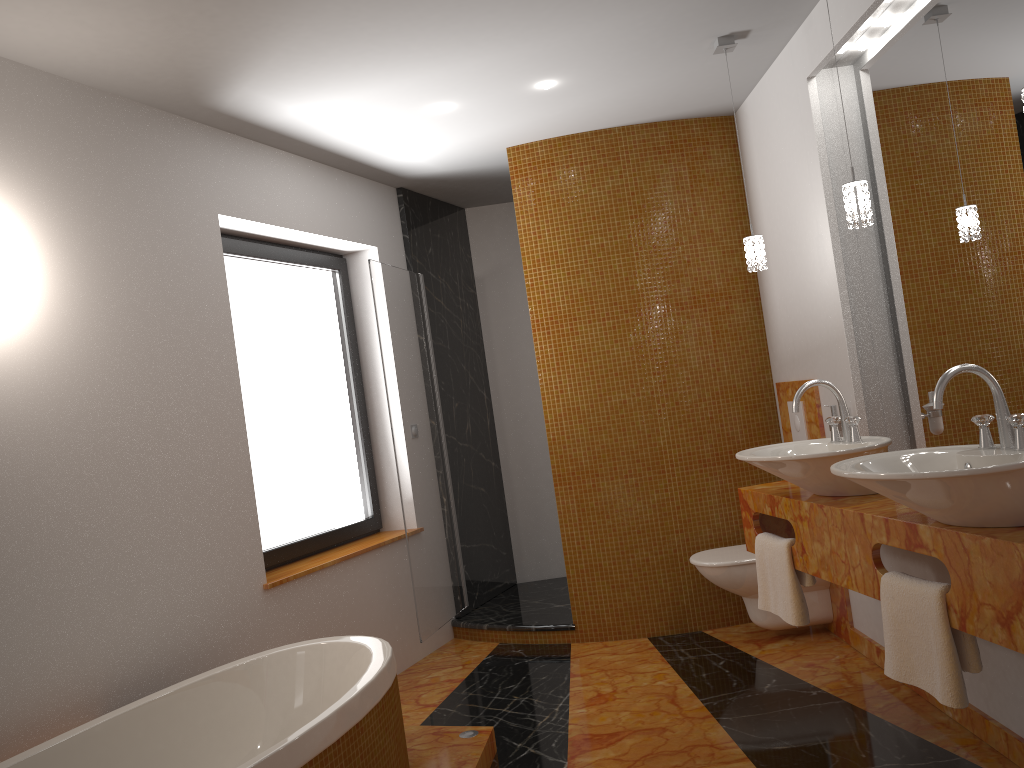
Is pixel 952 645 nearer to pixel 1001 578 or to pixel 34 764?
pixel 1001 578

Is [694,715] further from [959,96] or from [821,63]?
[821,63]

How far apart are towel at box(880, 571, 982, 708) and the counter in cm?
1

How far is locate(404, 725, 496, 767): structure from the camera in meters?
2.9

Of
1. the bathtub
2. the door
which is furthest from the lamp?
the bathtub

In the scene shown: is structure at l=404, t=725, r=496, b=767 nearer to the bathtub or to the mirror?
the bathtub

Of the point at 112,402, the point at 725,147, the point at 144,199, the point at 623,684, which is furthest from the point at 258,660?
the point at 725,147

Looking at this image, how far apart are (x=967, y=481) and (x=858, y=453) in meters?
0.7

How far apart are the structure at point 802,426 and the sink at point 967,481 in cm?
168

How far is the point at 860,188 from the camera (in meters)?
2.61
